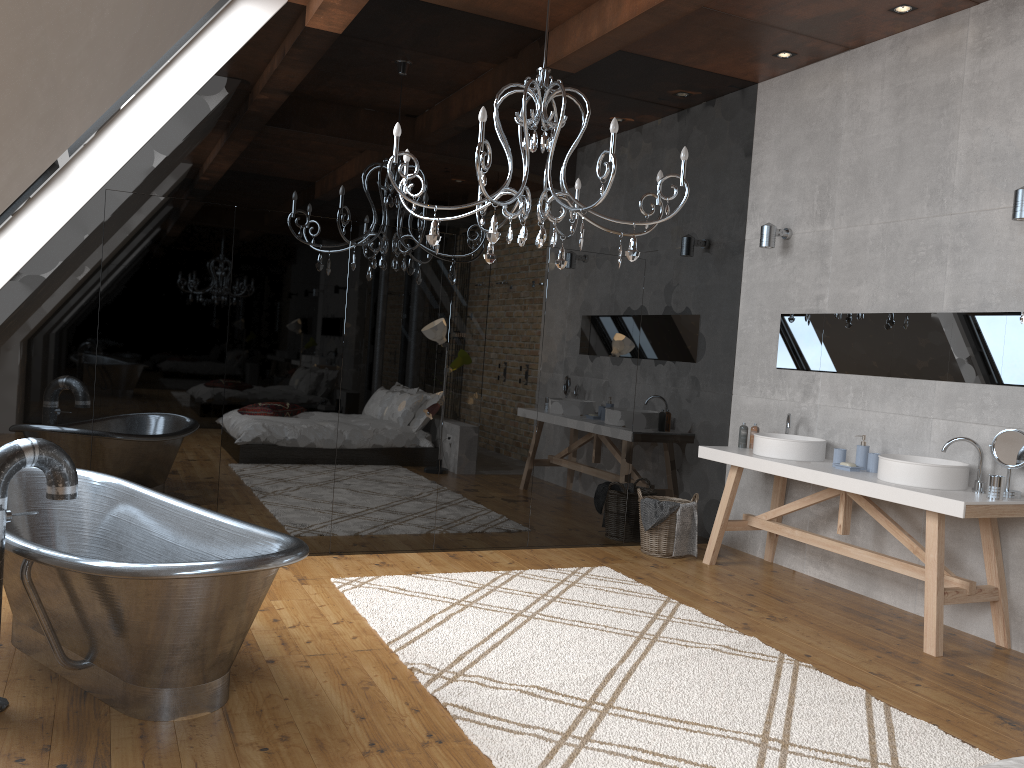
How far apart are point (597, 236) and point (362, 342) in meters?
1.8

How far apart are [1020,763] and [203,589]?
2.3m

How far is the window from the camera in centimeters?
443cm

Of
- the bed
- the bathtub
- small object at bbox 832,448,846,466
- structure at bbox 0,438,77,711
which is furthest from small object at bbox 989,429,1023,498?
structure at bbox 0,438,77,711

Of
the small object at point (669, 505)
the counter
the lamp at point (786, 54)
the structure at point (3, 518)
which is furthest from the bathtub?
the lamp at point (786, 54)

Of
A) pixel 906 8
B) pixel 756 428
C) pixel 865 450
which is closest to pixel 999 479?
pixel 865 450

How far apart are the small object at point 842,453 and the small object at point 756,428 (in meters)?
0.80

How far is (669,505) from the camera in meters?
5.8

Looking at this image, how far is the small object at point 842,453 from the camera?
5.17m

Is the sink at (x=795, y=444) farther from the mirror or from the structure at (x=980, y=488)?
the structure at (x=980, y=488)
